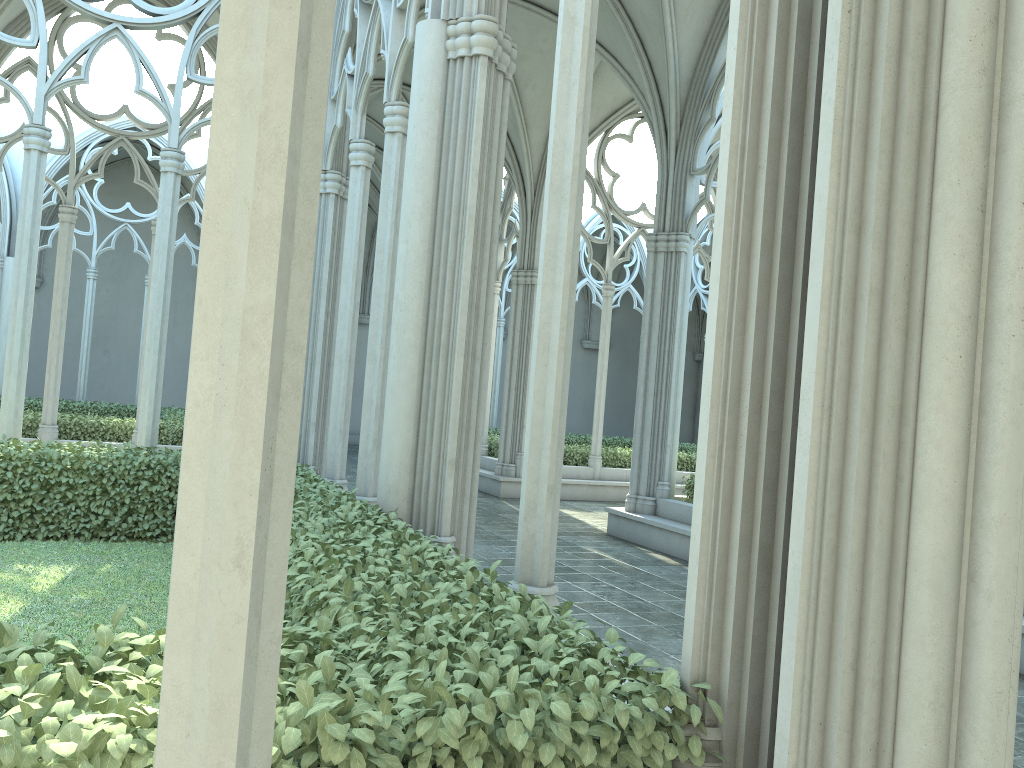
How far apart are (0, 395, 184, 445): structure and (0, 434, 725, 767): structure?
5.3 meters

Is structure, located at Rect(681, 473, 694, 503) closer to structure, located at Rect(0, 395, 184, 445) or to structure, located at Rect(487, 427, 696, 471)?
structure, located at Rect(487, 427, 696, 471)

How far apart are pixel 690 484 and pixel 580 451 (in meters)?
5.61

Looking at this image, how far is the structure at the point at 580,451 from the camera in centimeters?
1699cm

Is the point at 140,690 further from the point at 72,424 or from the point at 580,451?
the point at 580,451

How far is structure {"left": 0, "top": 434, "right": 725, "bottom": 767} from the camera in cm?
204

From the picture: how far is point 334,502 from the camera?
6.1m

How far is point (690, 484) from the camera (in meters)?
11.48

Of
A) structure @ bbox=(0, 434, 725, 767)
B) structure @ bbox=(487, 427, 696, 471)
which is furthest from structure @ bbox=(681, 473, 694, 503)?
structure @ bbox=(0, 434, 725, 767)

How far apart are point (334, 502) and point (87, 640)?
3.66m
